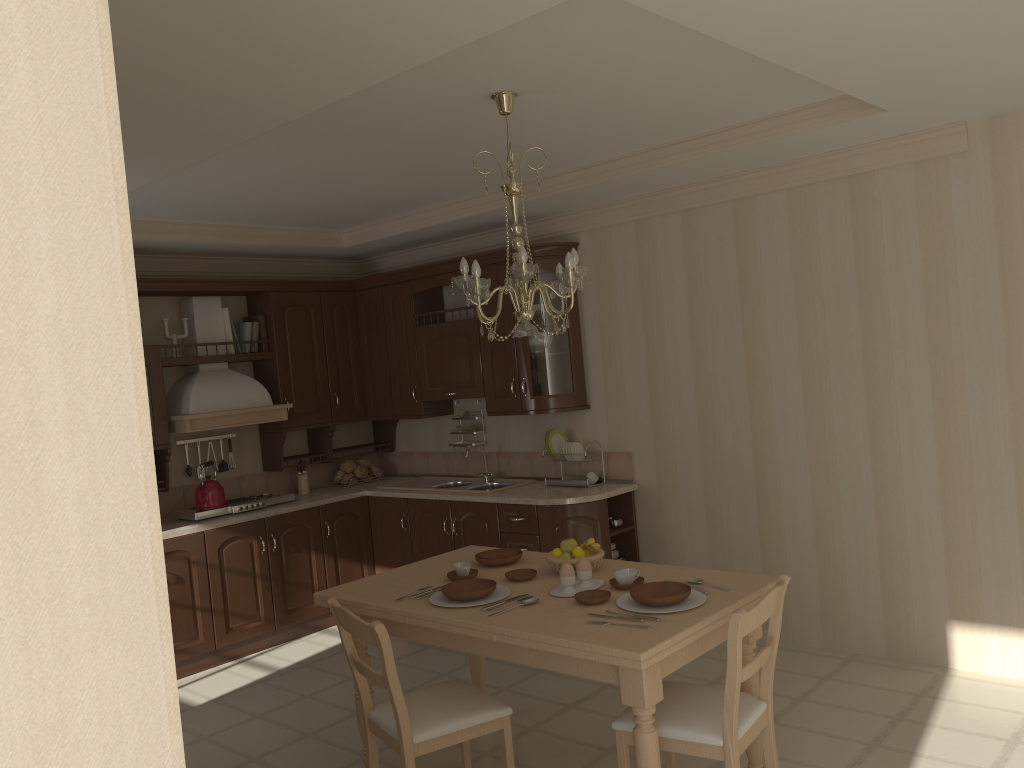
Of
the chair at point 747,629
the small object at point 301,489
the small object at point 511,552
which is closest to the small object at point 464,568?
the small object at point 511,552

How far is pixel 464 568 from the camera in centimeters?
350cm

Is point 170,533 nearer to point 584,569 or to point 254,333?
point 254,333

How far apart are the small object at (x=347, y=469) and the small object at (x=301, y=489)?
0.31m

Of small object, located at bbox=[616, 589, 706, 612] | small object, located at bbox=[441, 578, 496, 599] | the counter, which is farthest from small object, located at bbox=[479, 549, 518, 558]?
the counter

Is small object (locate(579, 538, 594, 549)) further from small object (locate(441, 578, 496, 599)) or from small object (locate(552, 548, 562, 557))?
small object (locate(441, 578, 496, 599))

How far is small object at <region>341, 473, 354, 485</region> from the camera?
6.35m

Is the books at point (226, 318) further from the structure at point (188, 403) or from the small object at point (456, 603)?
the small object at point (456, 603)

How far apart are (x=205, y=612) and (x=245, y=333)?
1.8 meters

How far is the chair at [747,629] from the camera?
2.66m
